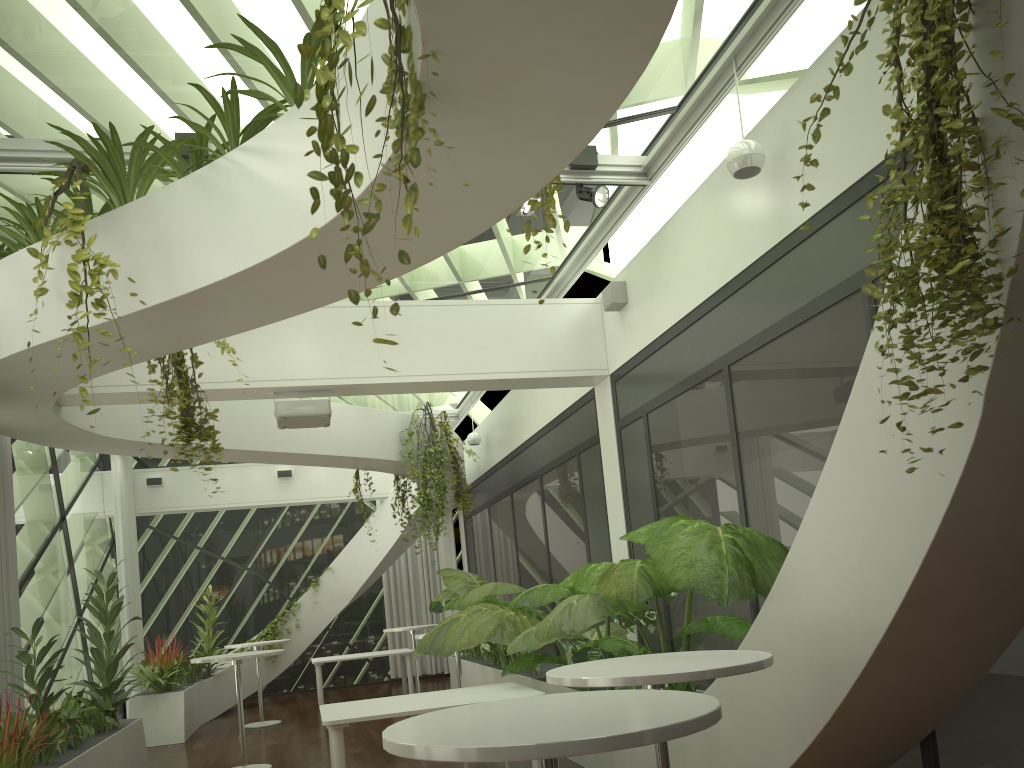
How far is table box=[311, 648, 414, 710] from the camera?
12.23m

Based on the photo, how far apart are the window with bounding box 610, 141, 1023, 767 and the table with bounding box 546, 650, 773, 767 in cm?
111

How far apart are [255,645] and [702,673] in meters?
9.3

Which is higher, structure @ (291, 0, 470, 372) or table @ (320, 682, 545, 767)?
structure @ (291, 0, 470, 372)

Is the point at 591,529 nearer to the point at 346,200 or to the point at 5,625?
the point at 5,625

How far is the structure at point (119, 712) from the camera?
11.89m

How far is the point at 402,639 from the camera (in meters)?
15.75

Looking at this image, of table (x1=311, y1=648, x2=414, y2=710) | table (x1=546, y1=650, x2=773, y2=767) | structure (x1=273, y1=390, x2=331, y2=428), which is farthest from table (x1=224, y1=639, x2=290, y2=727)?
table (x1=546, y1=650, x2=773, y2=767)

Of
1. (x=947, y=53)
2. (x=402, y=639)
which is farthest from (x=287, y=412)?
(x=402, y=639)

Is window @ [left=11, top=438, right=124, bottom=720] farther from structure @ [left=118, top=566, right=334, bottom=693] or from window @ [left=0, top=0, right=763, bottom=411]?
window @ [left=0, top=0, right=763, bottom=411]
